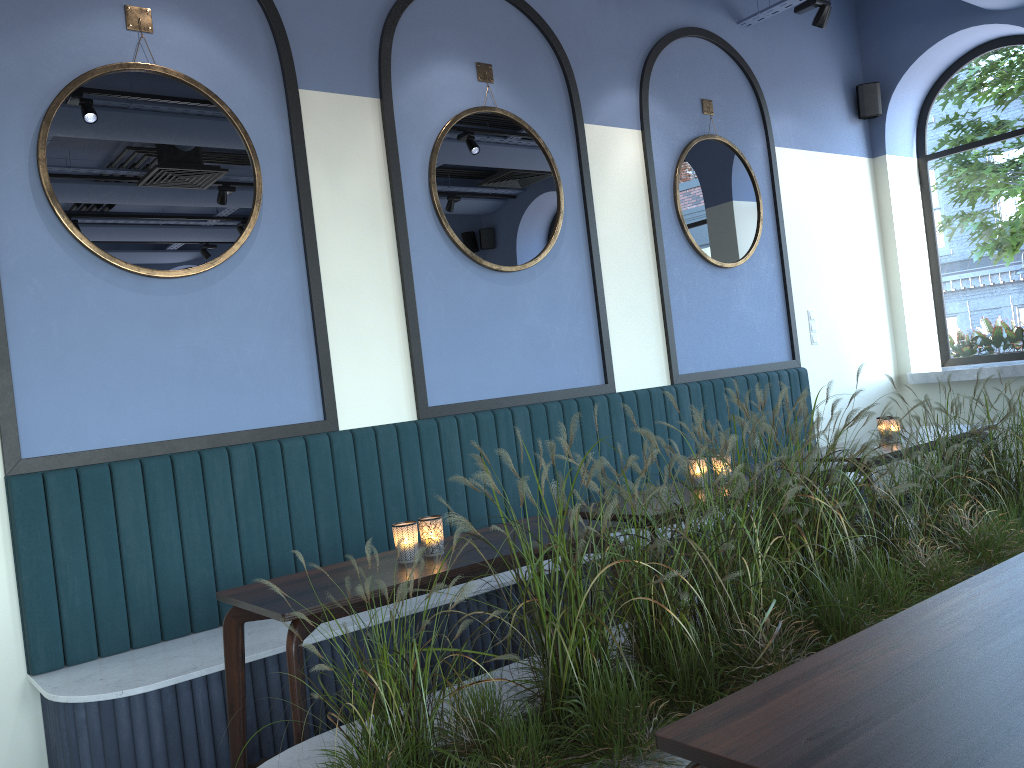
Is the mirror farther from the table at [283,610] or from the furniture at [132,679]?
the table at [283,610]

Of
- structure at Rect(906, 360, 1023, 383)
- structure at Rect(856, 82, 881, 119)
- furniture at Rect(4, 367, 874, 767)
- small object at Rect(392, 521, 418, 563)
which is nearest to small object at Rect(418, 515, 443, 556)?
small object at Rect(392, 521, 418, 563)

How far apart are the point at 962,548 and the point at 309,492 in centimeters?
248cm

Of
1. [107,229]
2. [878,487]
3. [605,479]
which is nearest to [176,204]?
[107,229]

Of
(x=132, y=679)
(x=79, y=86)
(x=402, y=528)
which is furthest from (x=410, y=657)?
(x=79, y=86)

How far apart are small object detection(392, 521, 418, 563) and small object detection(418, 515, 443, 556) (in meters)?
0.05

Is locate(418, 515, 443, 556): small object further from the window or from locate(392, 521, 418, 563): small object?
the window

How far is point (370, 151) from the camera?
4.1 meters

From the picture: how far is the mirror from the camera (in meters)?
3.37

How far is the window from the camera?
6.6 meters
